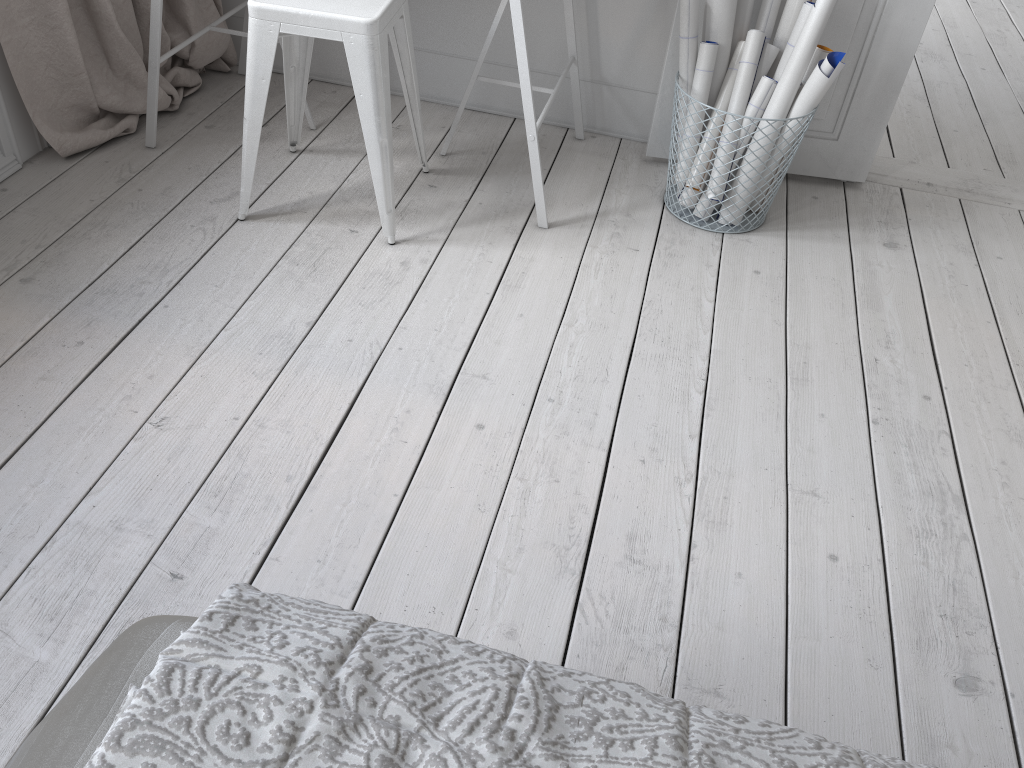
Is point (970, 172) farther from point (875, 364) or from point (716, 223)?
point (875, 364)

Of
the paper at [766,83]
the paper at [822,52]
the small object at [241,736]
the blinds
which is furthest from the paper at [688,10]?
the small object at [241,736]

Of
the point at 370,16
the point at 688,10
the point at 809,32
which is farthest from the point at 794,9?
the point at 370,16

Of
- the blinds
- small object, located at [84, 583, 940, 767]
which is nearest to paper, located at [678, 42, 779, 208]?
the blinds

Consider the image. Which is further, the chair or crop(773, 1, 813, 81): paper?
crop(773, 1, 813, 81): paper

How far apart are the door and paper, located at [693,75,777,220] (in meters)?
0.25

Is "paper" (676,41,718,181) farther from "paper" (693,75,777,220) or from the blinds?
the blinds

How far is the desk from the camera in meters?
2.1

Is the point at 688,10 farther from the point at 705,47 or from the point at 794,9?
the point at 794,9

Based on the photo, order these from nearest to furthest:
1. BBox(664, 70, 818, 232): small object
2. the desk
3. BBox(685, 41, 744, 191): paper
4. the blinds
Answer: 1. the desk
2. the blinds
3. BBox(685, 41, 744, 191): paper
4. BBox(664, 70, 818, 232): small object
